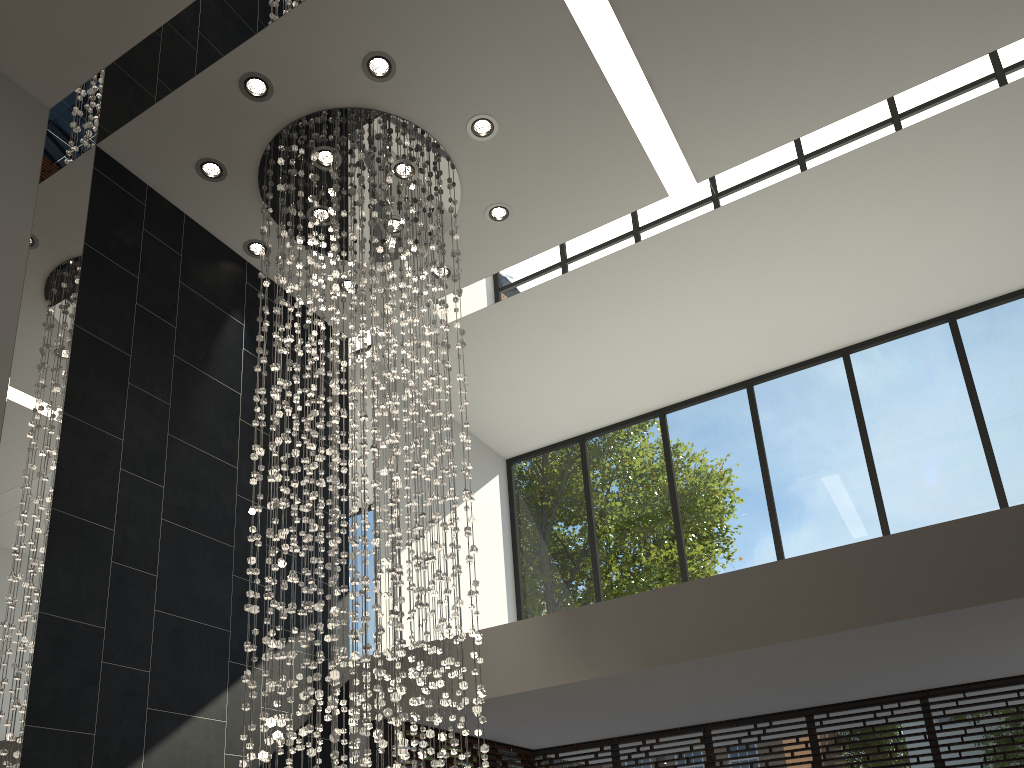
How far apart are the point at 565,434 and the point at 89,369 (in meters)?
5.08

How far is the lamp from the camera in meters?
4.4 m

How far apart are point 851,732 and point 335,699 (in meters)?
4.15

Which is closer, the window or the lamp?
the lamp

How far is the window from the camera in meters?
6.5

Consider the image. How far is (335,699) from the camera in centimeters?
436cm

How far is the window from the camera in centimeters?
646cm

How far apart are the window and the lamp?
1.4 meters

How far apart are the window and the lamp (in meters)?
1.39

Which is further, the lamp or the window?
the window
